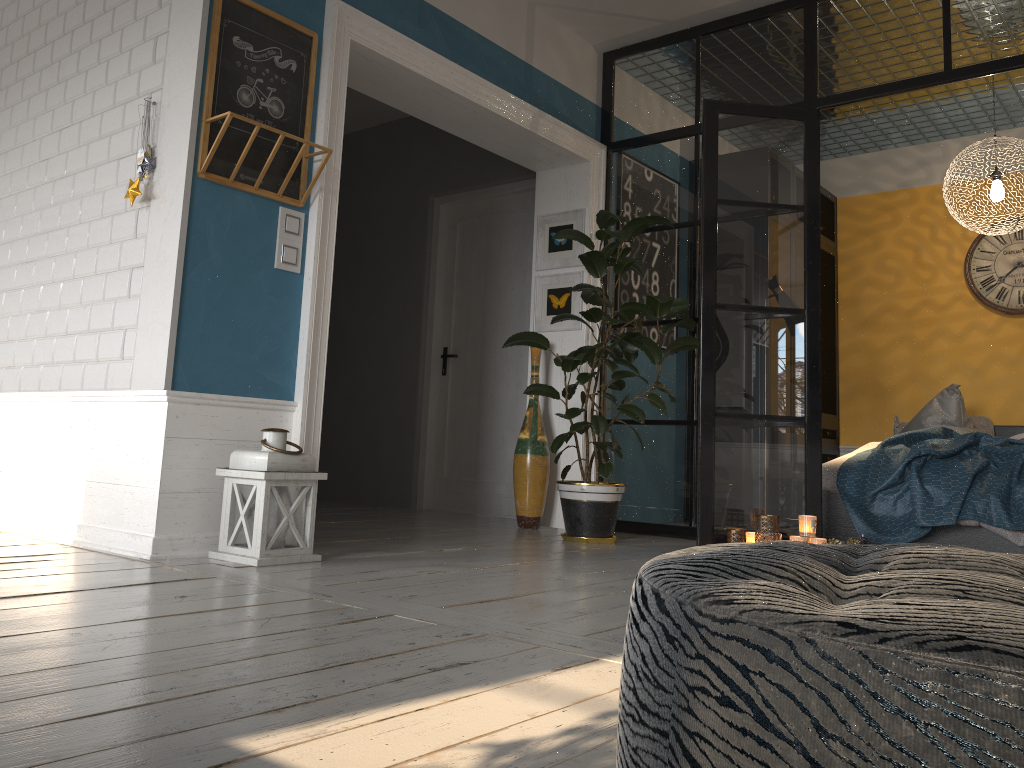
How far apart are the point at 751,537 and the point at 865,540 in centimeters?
66cm

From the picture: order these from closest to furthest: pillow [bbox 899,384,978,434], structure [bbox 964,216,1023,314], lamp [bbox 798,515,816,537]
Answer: lamp [bbox 798,515,816,537] < pillow [bbox 899,384,978,434] < structure [bbox 964,216,1023,314]

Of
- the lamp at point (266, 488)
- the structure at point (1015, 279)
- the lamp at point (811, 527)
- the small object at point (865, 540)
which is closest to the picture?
the lamp at point (811, 527)

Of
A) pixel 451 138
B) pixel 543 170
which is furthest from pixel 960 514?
pixel 451 138

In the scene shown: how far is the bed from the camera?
4.4m

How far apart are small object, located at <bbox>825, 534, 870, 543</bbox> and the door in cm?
231

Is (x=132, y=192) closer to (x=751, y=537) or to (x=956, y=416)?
(x=751, y=537)

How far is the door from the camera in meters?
6.1

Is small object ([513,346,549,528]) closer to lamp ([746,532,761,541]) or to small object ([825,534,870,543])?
lamp ([746,532,761,541])

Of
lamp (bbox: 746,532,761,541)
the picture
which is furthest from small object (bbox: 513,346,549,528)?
lamp (bbox: 746,532,761,541)
